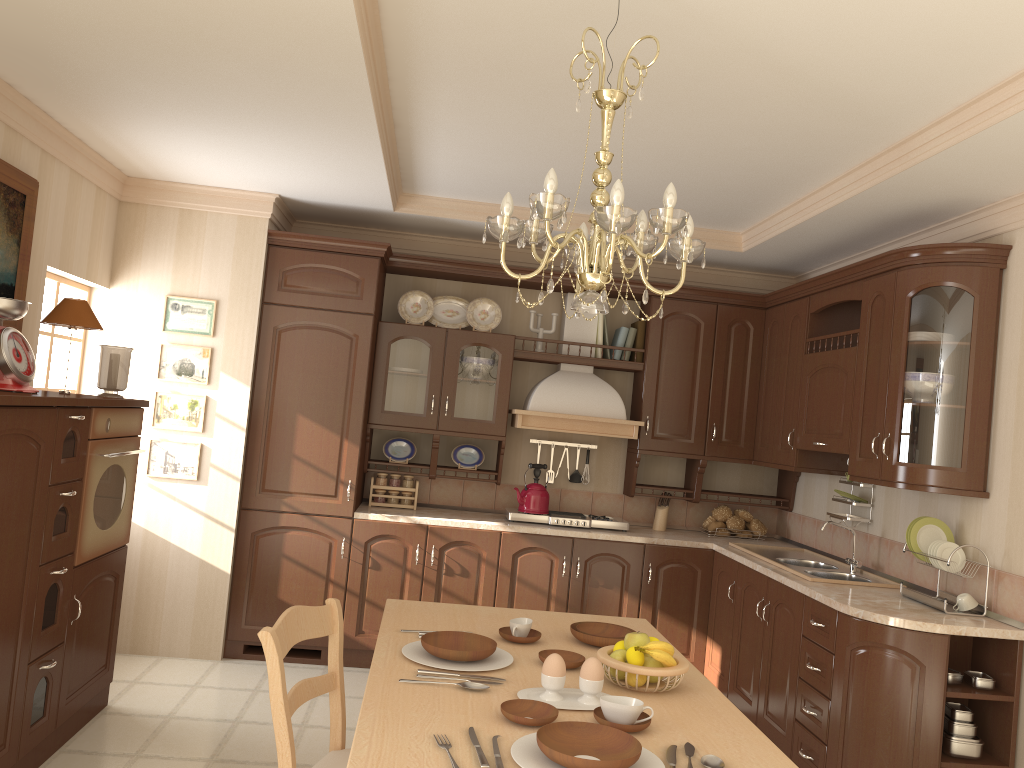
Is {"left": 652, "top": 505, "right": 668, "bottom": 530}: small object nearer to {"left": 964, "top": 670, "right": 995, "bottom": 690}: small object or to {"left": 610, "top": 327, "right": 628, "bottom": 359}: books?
{"left": 610, "top": 327, "right": 628, "bottom": 359}: books

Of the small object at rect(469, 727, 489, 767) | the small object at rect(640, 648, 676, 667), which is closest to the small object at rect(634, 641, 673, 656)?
the small object at rect(640, 648, 676, 667)

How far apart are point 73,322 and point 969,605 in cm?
370

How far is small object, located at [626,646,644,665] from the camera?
2.21m

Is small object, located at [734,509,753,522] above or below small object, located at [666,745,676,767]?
above

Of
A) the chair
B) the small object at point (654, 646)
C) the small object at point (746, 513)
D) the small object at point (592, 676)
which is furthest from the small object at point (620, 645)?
the small object at point (746, 513)

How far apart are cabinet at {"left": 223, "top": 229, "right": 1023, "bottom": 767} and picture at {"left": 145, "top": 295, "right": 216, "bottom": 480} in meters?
0.3 m

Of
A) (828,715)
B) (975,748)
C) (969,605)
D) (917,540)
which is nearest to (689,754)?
(828,715)

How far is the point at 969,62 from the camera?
2.62m

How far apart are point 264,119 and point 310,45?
0.9m
